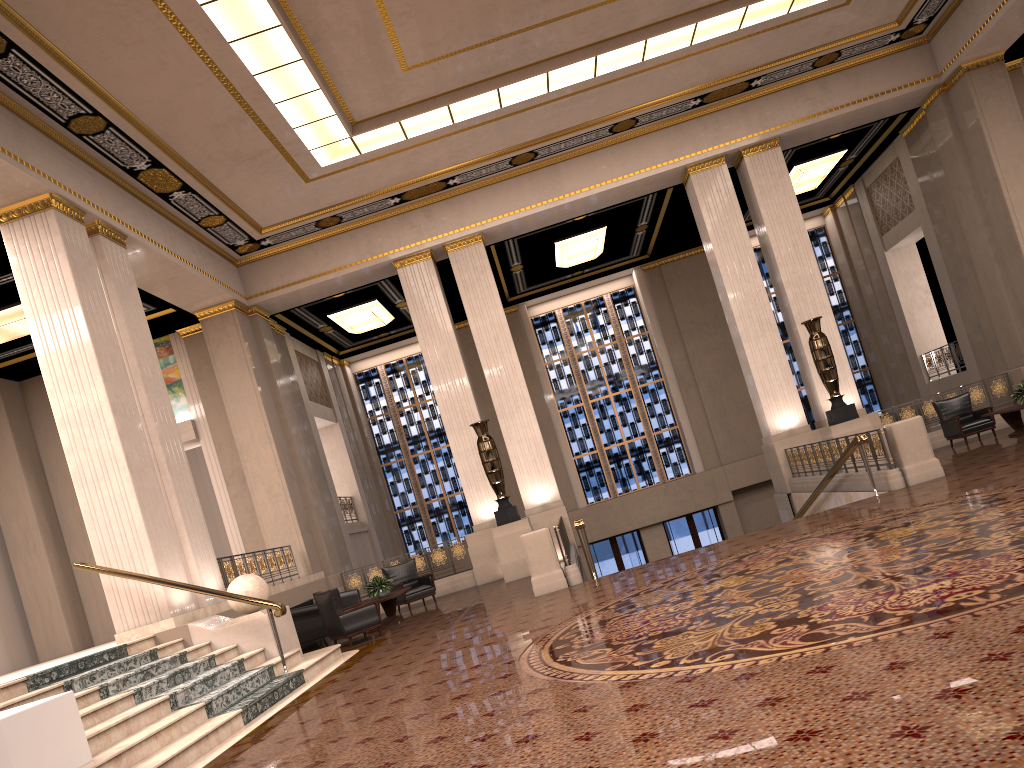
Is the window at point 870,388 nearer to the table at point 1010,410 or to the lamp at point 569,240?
the lamp at point 569,240

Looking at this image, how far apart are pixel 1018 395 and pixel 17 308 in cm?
1557

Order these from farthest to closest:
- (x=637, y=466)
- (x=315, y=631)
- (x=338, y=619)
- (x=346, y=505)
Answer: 1. (x=637, y=466)
2. (x=346, y=505)
3. (x=315, y=631)
4. (x=338, y=619)

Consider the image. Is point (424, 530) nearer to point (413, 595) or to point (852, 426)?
point (413, 595)

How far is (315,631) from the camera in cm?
1270

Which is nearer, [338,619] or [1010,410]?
[338,619]

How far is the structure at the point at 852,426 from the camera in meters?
14.7 m

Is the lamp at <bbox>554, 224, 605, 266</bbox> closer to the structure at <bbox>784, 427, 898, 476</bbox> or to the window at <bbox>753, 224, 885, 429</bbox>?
the window at <bbox>753, 224, 885, 429</bbox>

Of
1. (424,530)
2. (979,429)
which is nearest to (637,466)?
(424,530)

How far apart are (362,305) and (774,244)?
8.93m
